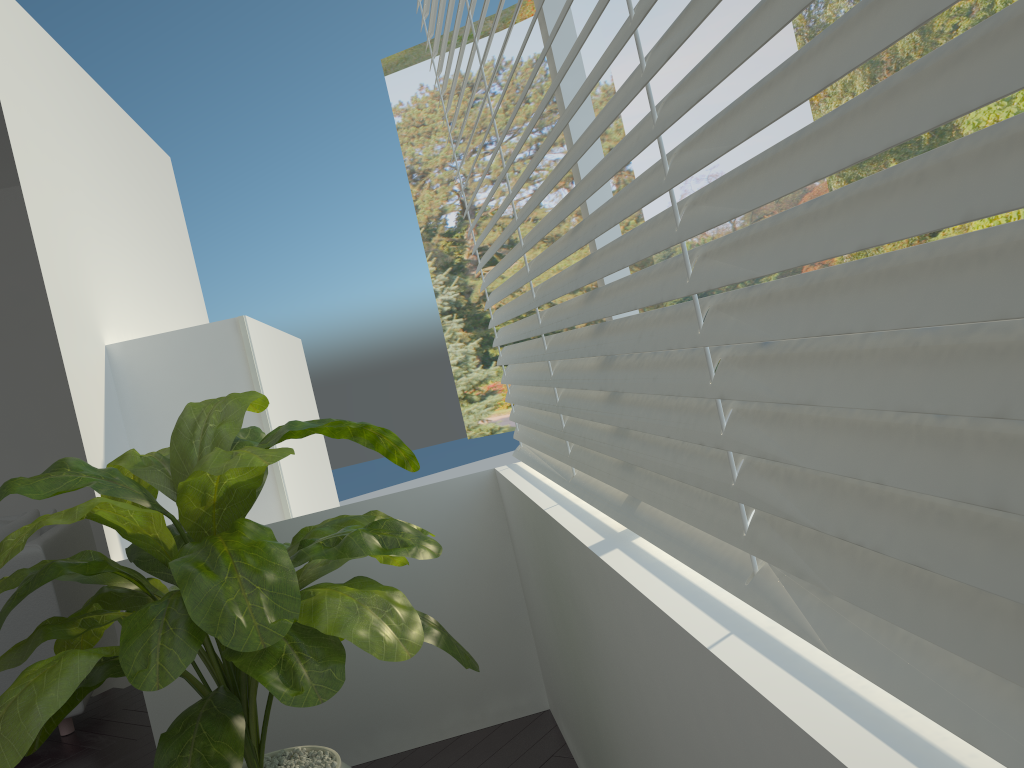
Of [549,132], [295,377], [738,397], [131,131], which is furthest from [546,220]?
[549,132]

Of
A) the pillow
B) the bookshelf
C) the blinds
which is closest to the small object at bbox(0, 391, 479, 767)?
the blinds

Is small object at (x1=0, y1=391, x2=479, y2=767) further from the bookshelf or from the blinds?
the bookshelf

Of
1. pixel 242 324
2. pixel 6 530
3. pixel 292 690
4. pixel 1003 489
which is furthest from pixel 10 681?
pixel 1003 489

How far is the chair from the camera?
3.6m

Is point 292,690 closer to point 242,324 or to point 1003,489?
point 1003,489

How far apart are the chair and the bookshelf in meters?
1.2

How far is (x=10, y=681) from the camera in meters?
3.6 m

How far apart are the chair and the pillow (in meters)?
0.05

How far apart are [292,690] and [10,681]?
2.71m
